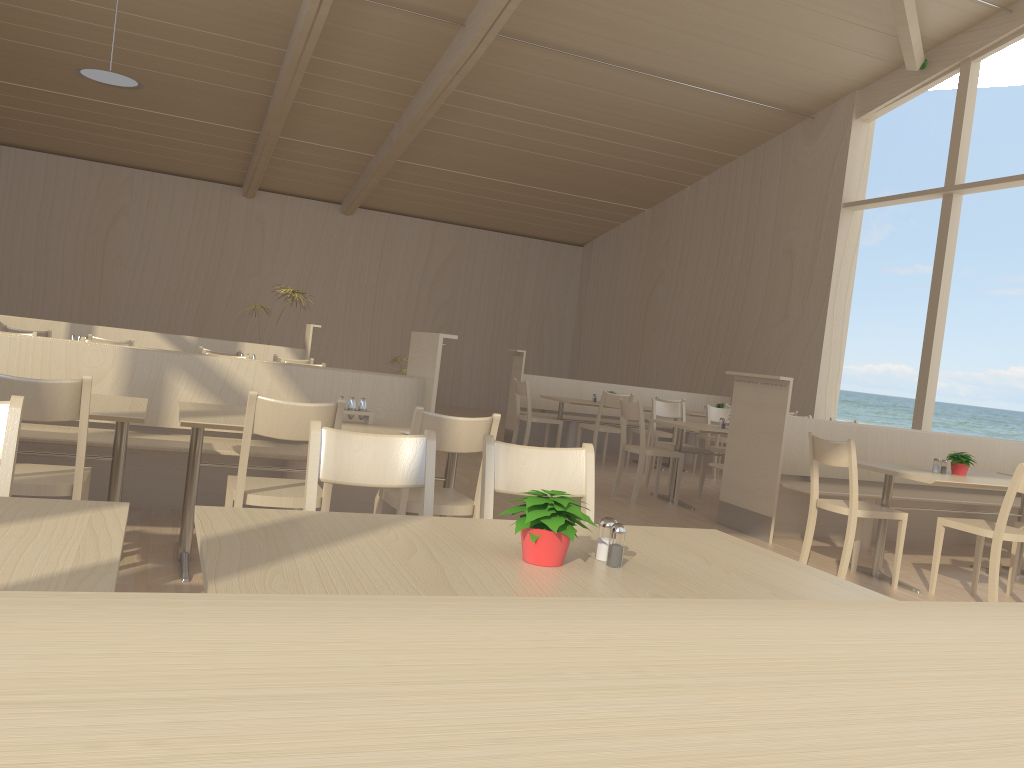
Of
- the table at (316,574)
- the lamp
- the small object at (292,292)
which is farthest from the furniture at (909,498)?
the lamp

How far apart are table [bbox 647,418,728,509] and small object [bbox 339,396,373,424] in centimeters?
344cm

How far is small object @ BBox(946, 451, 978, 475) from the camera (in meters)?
5.24

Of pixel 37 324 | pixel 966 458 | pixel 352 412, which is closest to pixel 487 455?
pixel 352 412

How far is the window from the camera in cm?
891

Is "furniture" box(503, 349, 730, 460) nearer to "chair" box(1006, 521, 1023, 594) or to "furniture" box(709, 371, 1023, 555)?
"furniture" box(709, 371, 1023, 555)

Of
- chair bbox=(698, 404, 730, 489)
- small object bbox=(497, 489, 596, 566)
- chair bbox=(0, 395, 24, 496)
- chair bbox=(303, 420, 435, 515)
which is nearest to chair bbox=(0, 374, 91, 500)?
chair bbox=(0, 395, 24, 496)

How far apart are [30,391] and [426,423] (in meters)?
1.30

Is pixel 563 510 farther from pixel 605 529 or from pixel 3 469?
pixel 3 469

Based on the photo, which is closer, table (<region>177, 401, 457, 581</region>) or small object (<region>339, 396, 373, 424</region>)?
table (<region>177, 401, 457, 581</region>)
